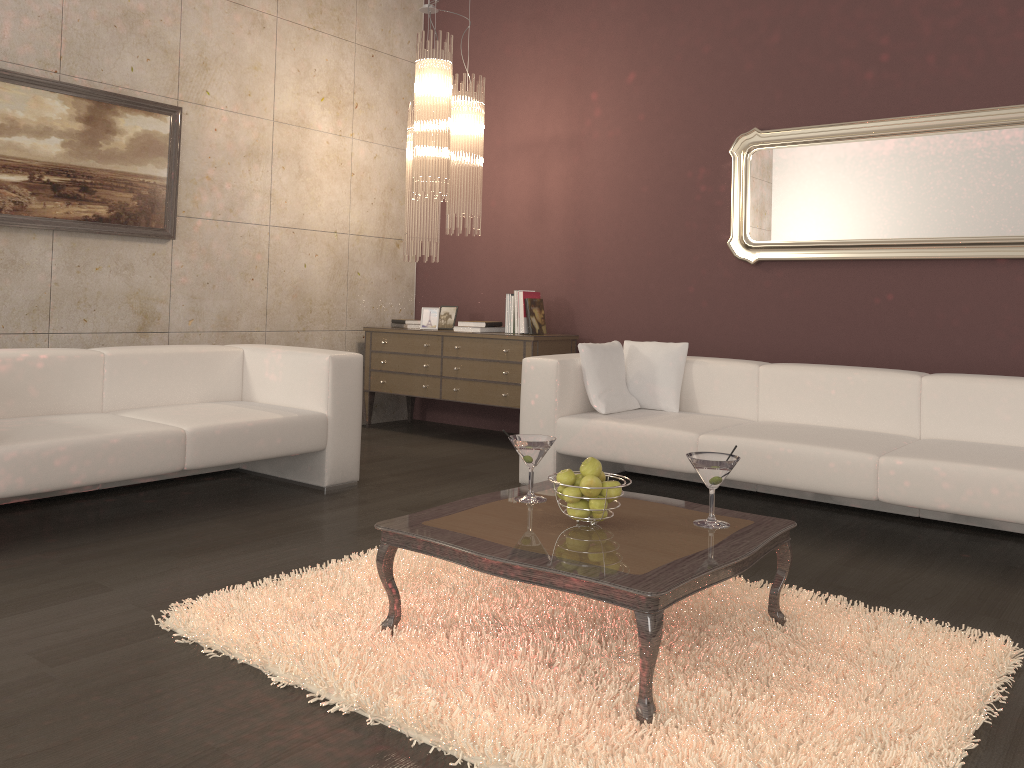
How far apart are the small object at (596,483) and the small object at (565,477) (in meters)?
0.04

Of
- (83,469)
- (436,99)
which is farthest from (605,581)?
(436,99)

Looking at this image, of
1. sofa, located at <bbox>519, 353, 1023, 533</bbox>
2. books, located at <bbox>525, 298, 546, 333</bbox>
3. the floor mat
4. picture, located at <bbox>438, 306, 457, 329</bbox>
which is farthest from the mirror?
the floor mat

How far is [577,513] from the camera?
2.46m

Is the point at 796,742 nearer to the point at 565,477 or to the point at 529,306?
the point at 565,477

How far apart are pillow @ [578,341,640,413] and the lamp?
1.35m

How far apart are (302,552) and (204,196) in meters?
2.9 m

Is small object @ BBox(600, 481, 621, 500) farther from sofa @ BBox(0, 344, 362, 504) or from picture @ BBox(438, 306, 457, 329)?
picture @ BBox(438, 306, 457, 329)

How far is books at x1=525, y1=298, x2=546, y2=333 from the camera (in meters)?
5.75

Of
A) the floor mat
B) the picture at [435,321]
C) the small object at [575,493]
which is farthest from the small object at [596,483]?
the picture at [435,321]
